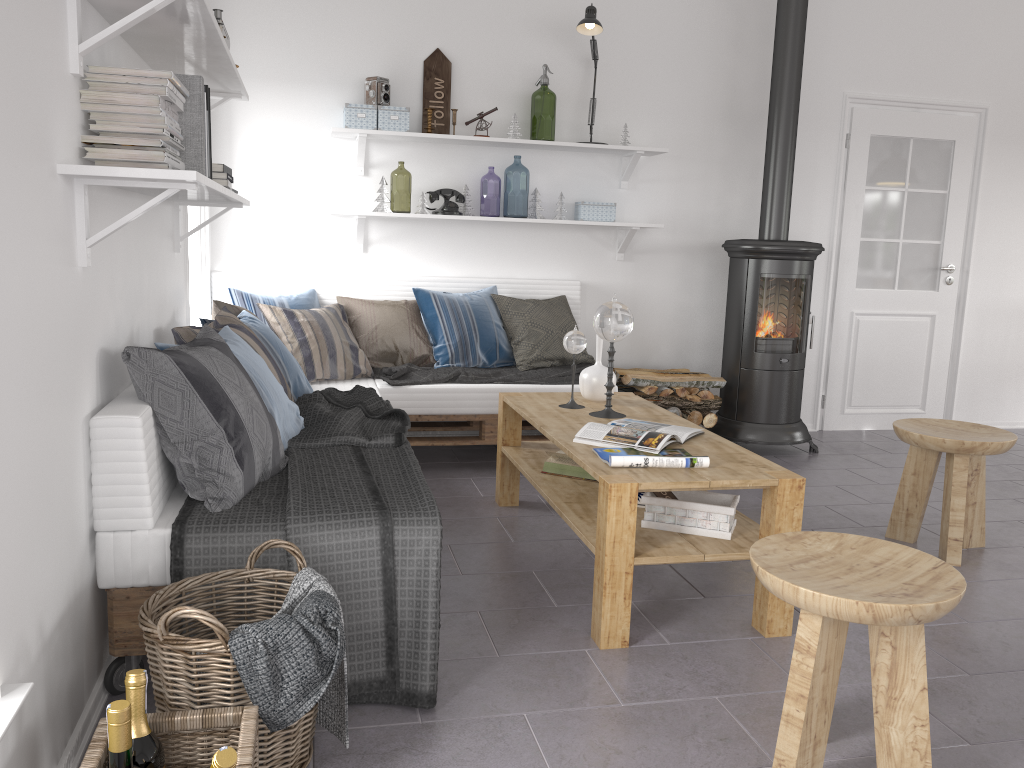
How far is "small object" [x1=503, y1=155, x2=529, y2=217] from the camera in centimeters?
1015cm

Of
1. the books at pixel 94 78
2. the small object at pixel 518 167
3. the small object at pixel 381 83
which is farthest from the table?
the small object at pixel 518 167

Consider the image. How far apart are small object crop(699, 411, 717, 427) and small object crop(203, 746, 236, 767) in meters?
3.8

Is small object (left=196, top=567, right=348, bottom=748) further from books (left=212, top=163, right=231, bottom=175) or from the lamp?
the lamp

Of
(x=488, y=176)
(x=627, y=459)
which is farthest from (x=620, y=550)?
(x=488, y=176)

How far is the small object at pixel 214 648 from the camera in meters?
1.7 m

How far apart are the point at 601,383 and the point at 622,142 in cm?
191

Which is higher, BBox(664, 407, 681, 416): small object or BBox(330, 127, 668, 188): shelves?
BBox(330, 127, 668, 188): shelves

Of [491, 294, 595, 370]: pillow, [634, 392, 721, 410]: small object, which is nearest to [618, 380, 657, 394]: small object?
[634, 392, 721, 410]: small object

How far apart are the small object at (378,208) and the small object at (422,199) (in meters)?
0.18
